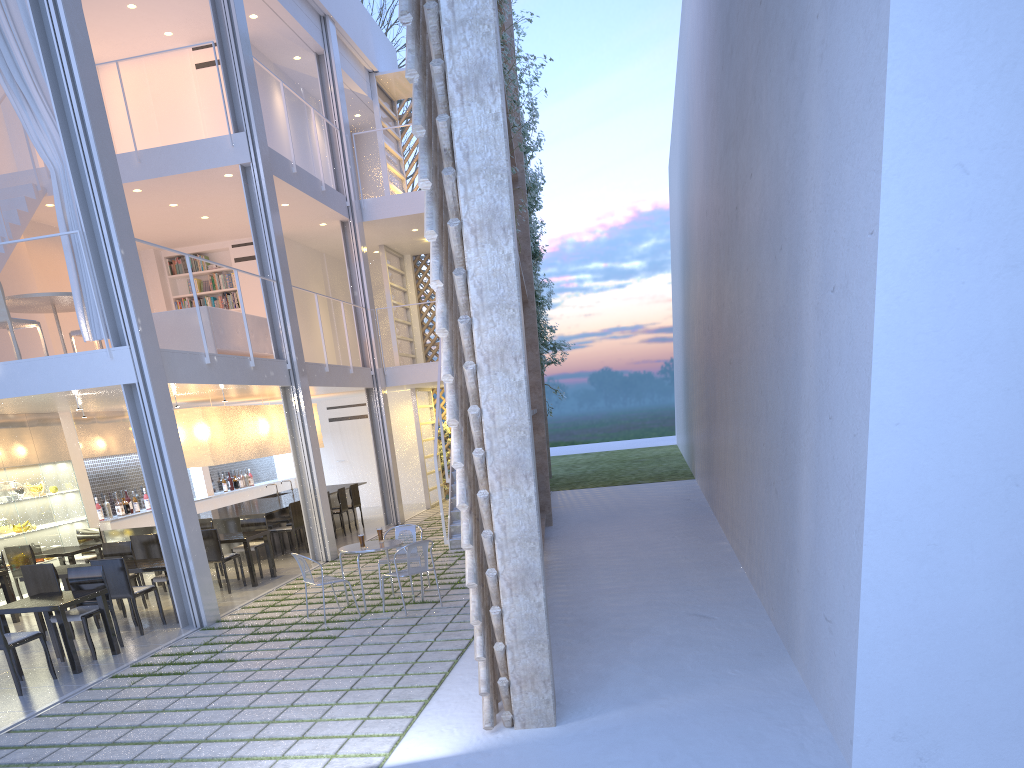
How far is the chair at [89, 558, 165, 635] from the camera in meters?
4.2 m

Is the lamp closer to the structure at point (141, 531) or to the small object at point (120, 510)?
the structure at point (141, 531)

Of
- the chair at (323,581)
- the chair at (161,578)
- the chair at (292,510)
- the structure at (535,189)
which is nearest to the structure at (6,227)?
the chair at (161,578)

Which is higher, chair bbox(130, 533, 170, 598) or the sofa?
the sofa

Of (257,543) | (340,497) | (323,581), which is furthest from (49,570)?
(340,497)

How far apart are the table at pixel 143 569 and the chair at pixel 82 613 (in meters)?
0.43

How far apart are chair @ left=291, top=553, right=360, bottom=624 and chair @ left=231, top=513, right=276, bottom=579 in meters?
1.7 m

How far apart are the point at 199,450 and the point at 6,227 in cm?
197

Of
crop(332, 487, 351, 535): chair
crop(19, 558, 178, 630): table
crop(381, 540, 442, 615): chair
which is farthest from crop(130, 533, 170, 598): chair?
crop(332, 487, 351, 535): chair

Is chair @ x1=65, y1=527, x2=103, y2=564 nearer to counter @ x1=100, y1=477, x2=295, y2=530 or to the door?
counter @ x1=100, y1=477, x2=295, y2=530
